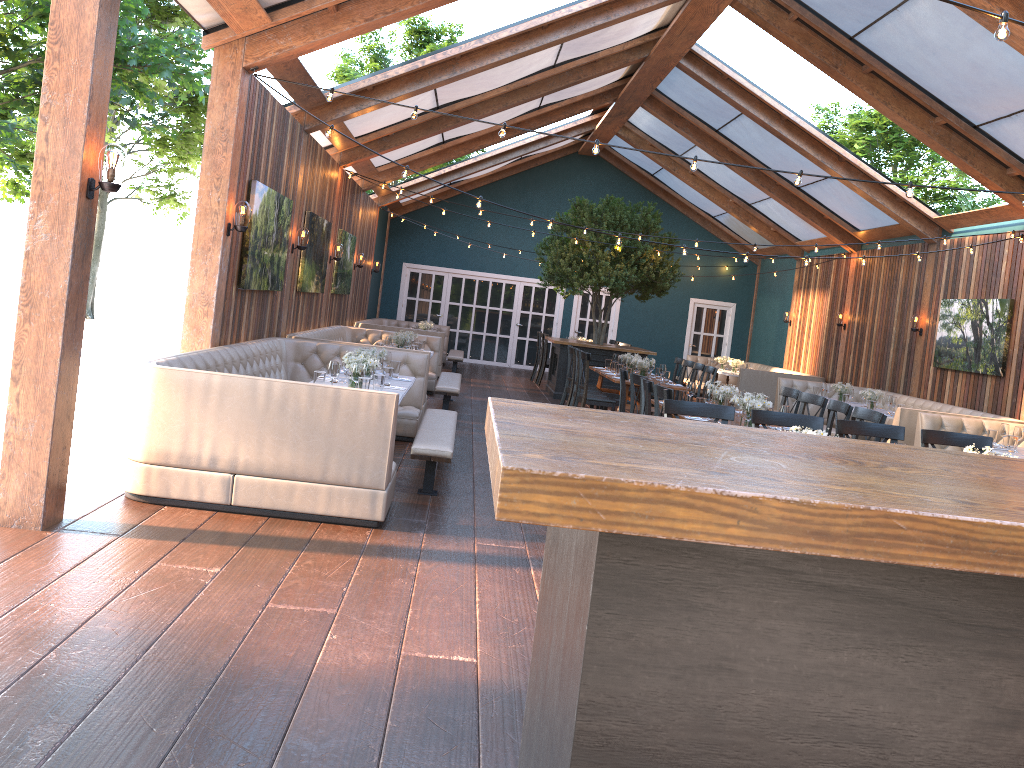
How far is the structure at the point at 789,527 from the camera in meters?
1.2

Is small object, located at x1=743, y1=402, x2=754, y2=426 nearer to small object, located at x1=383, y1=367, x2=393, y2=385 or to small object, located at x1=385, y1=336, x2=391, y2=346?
small object, located at x1=383, y1=367, x2=393, y2=385

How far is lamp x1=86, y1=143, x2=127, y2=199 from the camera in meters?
4.7 m

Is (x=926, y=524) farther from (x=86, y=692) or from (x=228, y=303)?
(x=228, y=303)

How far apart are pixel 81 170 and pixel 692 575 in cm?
439

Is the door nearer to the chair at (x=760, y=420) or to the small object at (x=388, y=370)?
the small object at (x=388, y=370)

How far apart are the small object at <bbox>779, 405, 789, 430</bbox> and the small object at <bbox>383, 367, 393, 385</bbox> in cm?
328

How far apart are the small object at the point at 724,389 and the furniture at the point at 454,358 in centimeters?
930cm

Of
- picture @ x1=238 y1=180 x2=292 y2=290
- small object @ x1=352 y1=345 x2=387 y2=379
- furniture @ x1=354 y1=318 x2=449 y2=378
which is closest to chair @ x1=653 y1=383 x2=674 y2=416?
small object @ x1=352 y1=345 x2=387 y2=379

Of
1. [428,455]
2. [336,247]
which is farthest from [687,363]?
[428,455]
